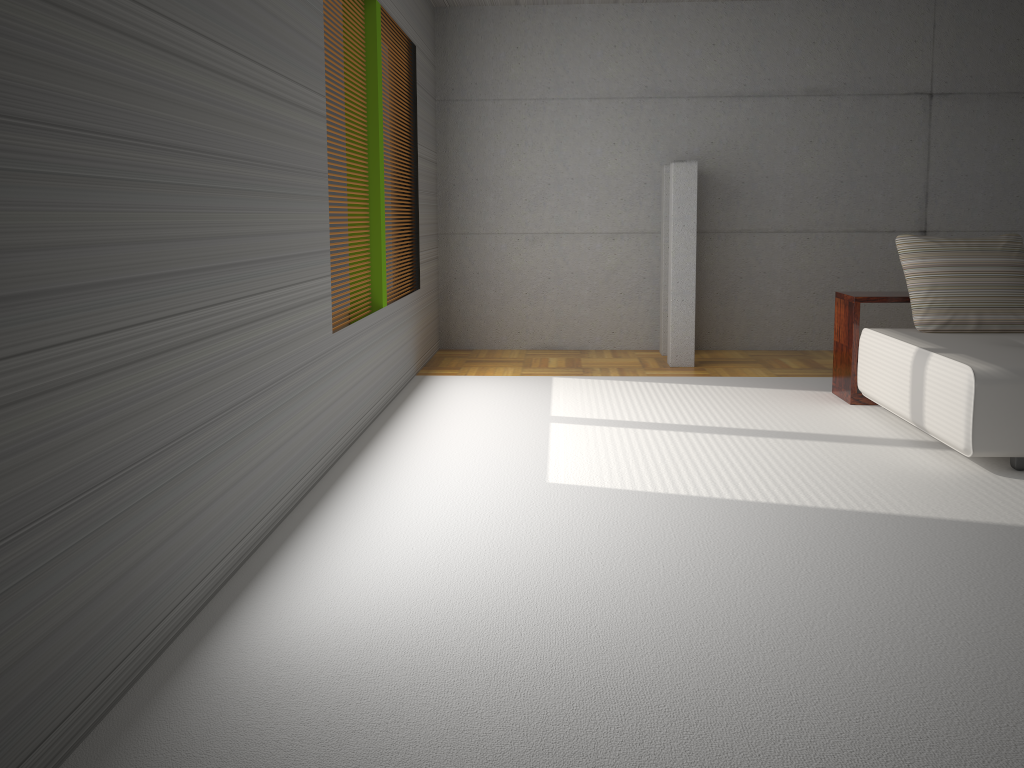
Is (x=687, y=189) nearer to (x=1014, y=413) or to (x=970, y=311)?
(x=970, y=311)

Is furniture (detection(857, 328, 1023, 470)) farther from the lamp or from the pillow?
the lamp

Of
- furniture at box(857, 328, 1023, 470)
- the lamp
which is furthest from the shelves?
the lamp

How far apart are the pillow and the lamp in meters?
1.8 m

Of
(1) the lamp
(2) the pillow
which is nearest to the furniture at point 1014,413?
(2) the pillow

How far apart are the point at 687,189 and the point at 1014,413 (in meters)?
3.45

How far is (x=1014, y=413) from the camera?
4.2m

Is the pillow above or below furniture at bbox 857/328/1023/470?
above

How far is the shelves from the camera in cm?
573

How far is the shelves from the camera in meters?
5.7 m
